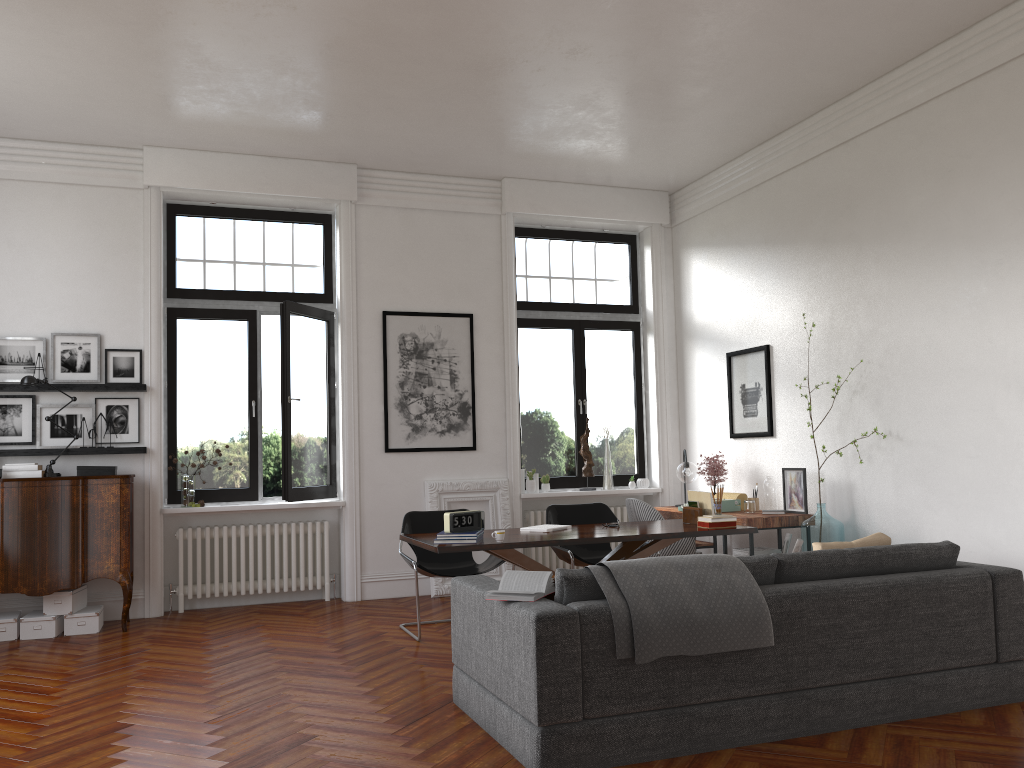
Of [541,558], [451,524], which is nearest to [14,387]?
[451,524]

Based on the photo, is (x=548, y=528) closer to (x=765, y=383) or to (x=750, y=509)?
(x=750, y=509)

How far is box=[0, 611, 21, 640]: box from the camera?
6.57m

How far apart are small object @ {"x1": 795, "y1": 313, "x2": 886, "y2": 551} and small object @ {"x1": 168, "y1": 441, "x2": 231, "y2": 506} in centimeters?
508cm

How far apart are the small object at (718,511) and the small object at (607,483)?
2.9m

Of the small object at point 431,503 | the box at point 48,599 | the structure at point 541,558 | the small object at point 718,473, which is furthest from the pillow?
the box at point 48,599

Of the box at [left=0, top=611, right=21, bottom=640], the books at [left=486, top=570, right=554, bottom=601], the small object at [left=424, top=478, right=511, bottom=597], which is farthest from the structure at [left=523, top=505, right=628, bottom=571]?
the books at [left=486, top=570, right=554, bottom=601]

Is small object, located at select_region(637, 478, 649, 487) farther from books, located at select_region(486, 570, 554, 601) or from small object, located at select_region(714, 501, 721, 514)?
books, located at select_region(486, 570, 554, 601)

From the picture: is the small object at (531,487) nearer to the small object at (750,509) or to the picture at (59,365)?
the small object at (750,509)

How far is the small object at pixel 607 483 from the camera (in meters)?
9.01
